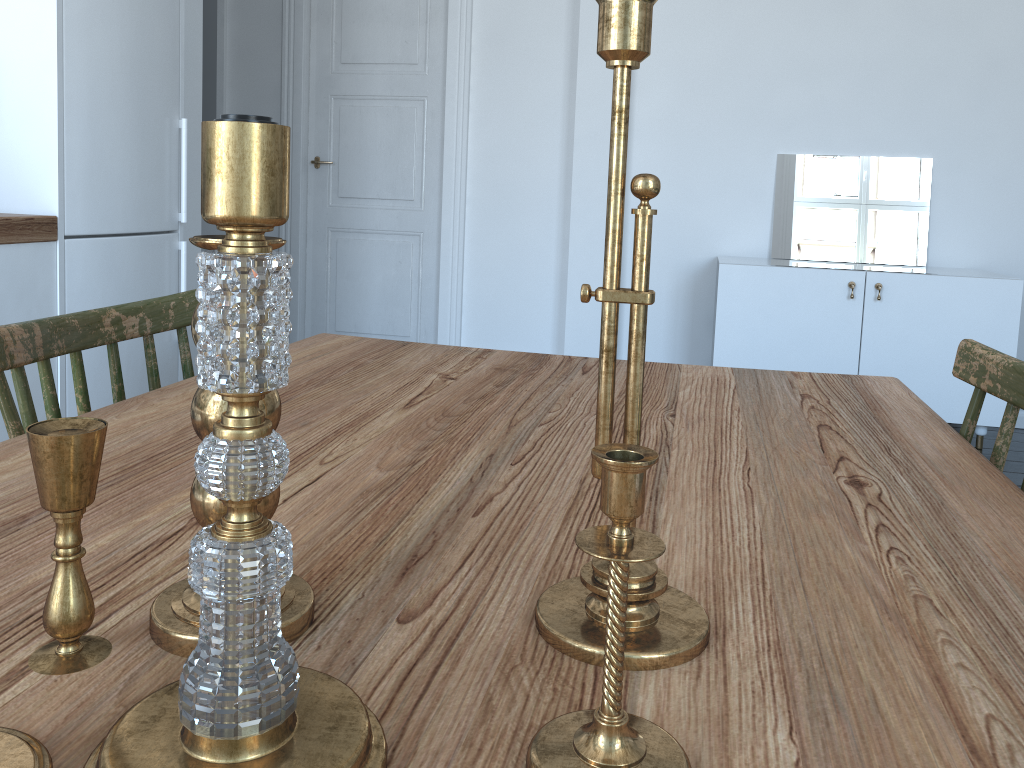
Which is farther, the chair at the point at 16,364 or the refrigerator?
the refrigerator

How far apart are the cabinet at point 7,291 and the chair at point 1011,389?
2.29m

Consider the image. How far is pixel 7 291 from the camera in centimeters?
236cm

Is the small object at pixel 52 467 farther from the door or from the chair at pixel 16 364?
the door

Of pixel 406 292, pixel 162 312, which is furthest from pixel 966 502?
pixel 406 292

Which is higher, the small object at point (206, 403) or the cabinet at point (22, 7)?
the cabinet at point (22, 7)

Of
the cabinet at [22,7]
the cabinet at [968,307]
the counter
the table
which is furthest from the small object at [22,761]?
the cabinet at [968,307]

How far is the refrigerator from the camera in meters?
2.5 m

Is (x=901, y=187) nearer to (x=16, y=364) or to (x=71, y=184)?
(x=71, y=184)

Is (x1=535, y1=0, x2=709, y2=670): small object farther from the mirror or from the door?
the door
